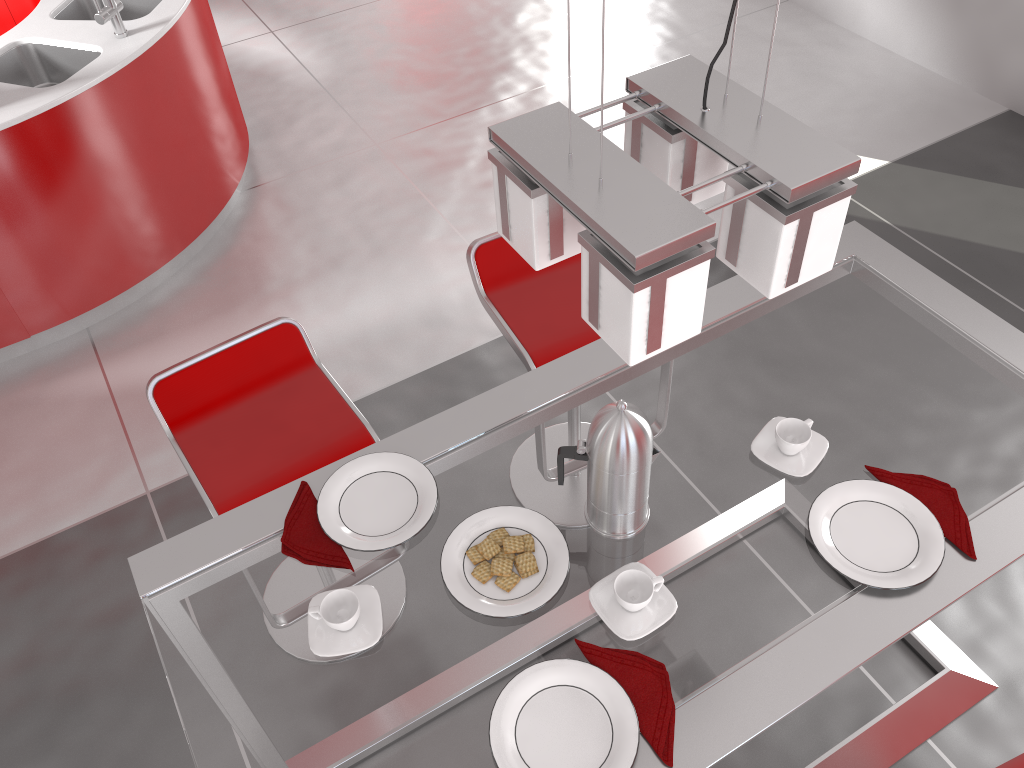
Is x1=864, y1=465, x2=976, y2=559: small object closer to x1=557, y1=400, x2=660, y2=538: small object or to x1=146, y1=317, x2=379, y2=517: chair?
x1=557, y1=400, x2=660, y2=538: small object

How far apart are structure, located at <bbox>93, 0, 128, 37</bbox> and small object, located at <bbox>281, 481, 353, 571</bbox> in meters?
2.4

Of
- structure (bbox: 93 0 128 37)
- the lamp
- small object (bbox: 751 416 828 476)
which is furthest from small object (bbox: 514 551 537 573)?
structure (bbox: 93 0 128 37)

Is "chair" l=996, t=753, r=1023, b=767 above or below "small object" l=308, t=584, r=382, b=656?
below

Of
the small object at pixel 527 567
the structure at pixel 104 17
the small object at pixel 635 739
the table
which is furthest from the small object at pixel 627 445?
the structure at pixel 104 17

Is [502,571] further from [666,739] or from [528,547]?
[666,739]

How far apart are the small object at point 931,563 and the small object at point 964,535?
0.02m

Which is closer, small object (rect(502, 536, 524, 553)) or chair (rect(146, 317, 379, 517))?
small object (rect(502, 536, 524, 553))

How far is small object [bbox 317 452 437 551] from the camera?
1.53m

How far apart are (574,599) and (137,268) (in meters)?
2.70
